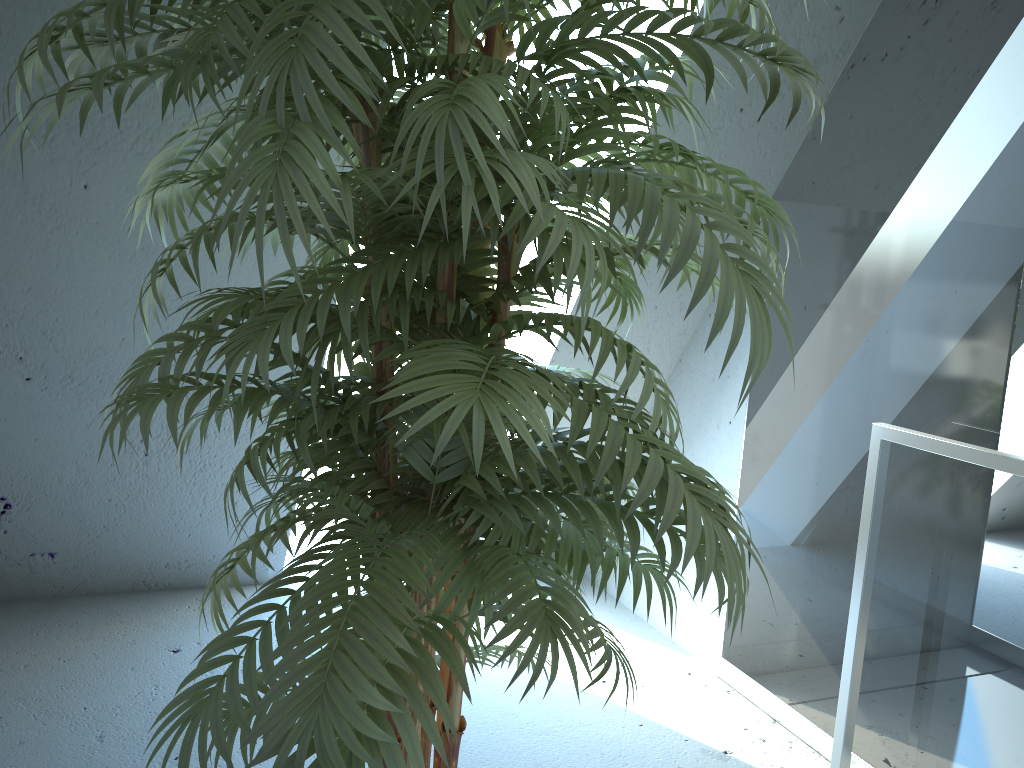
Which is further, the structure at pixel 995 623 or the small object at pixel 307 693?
the structure at pixel 995 623

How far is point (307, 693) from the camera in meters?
0.8 m

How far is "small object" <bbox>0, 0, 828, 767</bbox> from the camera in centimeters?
80cm

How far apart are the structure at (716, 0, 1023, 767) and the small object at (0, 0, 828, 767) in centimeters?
68cm

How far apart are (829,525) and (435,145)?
1.73m

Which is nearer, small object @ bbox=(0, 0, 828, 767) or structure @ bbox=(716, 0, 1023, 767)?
small object @ bbox=(0, 0, 828, 767)

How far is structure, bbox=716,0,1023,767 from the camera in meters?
1.7 m

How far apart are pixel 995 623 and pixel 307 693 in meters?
1.5

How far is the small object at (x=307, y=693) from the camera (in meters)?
0.80

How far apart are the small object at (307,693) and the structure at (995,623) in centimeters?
68cm
